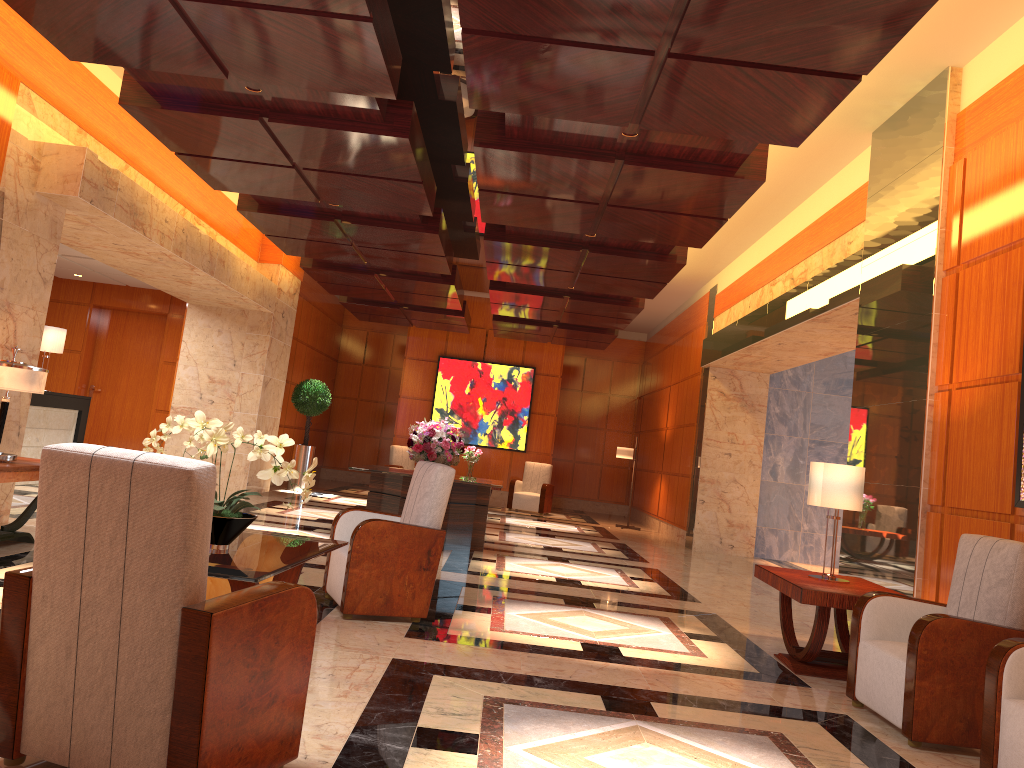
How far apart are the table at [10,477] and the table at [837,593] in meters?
5.0

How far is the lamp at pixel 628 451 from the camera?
16.0m

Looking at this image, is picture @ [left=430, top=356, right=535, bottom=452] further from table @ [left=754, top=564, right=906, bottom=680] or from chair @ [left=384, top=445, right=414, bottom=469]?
table @ [left=754, top=564, right=906, bottom=680]

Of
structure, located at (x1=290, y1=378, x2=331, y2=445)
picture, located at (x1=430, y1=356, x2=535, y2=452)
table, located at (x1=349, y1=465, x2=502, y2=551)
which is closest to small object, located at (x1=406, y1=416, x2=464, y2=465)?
table, located at (x1=349, y1=465, x2=502, y2=551)

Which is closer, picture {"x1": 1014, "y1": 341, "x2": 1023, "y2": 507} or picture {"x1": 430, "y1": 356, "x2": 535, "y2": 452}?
picture {"x1": 1014, "y1": 341, "x2": 1023, "y2": 507}

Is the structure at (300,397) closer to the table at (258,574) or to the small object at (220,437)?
the table at (258,574)

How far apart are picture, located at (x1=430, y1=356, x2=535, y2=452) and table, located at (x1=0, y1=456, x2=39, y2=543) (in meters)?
11.54

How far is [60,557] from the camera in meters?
2.6

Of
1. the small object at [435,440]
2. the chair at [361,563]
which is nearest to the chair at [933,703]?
the chair at [361,563]

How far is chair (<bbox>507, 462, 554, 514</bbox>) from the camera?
16.8m
